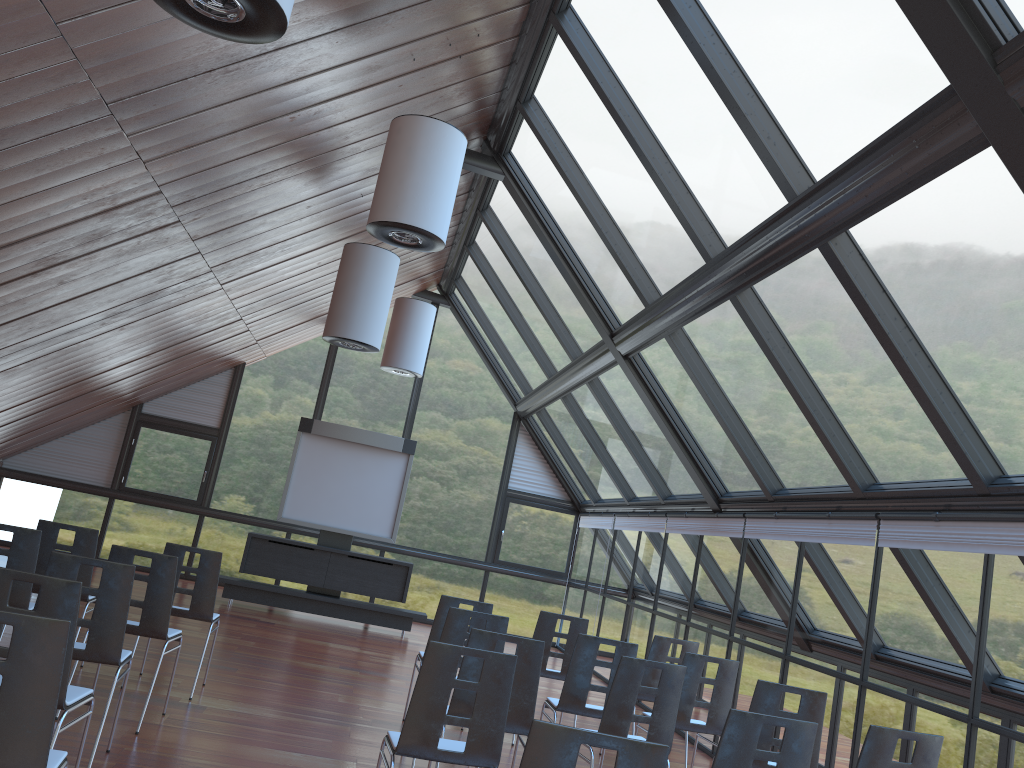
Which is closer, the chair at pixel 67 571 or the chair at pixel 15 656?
the chair at pixel 15 656

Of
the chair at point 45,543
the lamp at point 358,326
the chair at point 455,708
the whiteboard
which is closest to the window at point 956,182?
the lamp at point 358,326

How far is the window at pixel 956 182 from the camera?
4.7m

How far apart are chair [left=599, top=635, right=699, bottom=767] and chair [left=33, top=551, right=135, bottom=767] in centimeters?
438cm

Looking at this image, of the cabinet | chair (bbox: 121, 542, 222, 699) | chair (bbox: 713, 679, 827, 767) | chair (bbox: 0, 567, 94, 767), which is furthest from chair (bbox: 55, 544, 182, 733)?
the cabinet

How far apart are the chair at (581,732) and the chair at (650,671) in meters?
5.1 m

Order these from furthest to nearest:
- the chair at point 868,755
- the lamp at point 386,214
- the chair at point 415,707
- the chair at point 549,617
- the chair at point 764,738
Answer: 1. the chair at point 549,617
2. the lamp at point 386,214
3. the chair at point 764,738
4. the chair at point 868,755
5. the chair at point 415,707

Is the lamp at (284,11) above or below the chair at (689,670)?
above

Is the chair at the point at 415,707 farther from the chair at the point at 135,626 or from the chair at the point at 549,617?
the chair at the point at 549,617

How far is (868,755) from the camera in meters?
4.6 m
